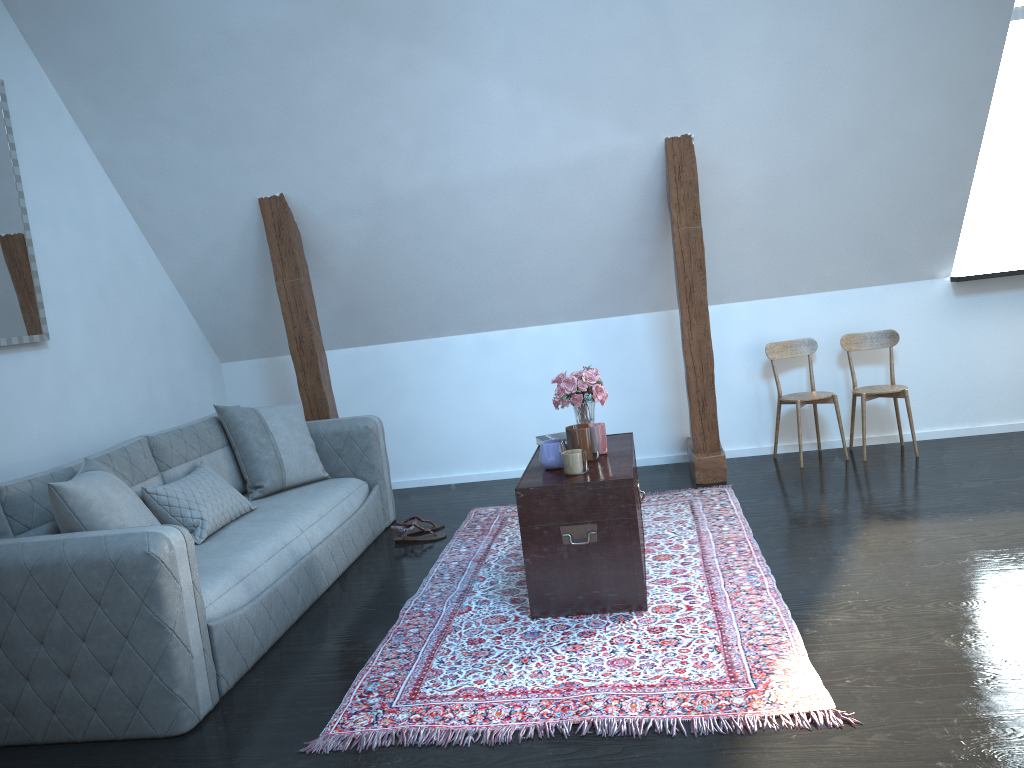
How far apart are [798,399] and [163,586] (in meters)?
3.63

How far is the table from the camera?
3.2 meters

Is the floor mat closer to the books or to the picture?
the books

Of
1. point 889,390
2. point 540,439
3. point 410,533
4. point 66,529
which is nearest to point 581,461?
point 540,439

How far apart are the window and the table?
2.8 meters

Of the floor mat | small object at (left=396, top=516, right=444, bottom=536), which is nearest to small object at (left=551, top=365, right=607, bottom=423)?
the floor mat

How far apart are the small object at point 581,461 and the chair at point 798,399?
1.87m

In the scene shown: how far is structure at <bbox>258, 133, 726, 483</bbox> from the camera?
4.6 meters

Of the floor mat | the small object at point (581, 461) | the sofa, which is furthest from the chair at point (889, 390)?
the sofa

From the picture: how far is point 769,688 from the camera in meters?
2.5 m
